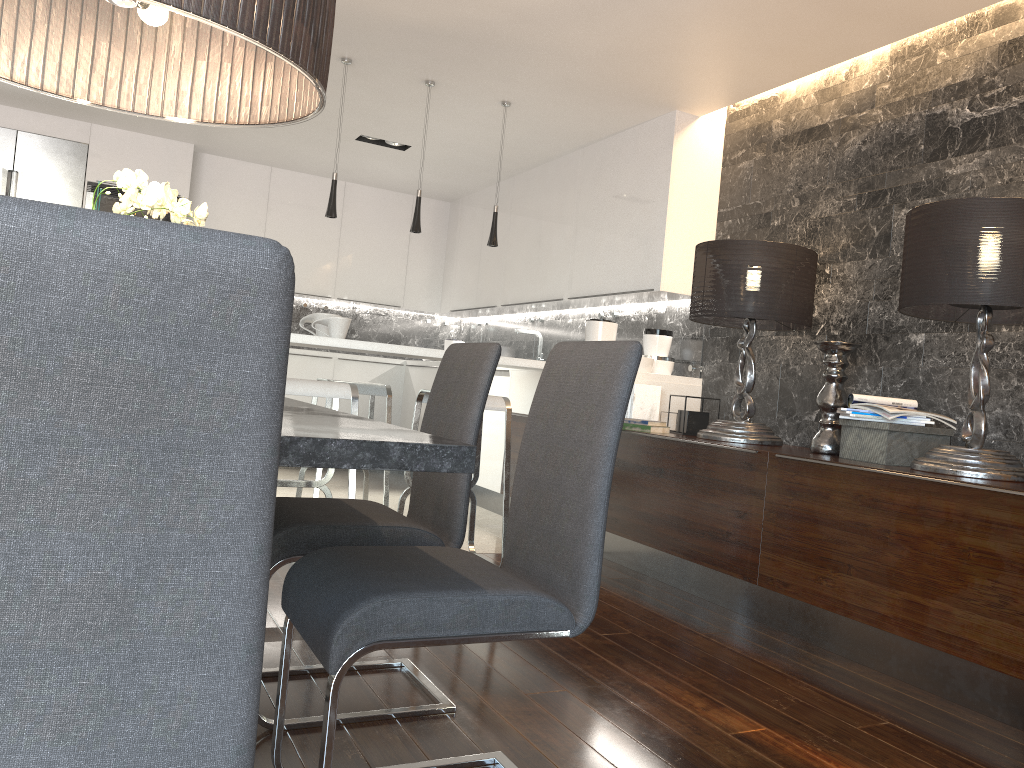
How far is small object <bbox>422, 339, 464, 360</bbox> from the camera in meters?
8.0 m

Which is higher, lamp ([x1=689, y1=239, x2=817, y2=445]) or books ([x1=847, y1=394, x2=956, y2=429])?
lamp ([x1=689, y1=239, x2=817, y2=445])

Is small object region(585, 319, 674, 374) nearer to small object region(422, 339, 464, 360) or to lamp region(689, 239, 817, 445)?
lamp region(689, 239, 817, 445)

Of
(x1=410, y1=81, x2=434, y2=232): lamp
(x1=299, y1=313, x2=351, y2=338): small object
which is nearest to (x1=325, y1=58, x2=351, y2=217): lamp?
(x1=410, y1=81, x2=434, y2=232): lamp

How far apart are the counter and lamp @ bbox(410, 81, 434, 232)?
0.8 meters

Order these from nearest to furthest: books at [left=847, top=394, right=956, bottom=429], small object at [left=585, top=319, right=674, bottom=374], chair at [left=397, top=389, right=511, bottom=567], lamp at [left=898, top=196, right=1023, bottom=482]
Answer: lamp at [left=898, top=196, right=1023, bottom=482]
books at [left=847, top=394, right=956, bottom=429]
chair at [left=397, top=389, right=511, bottom=567]
small object at [left=585, top=319, right=674, bottom=374]

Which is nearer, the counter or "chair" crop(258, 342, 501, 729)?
"chair" crop(258, 342, 501, 729)

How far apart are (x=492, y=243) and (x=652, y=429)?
1.5 meters

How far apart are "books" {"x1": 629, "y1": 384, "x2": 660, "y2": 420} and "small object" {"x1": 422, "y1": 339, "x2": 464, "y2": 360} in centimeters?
352cm

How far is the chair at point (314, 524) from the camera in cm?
214
